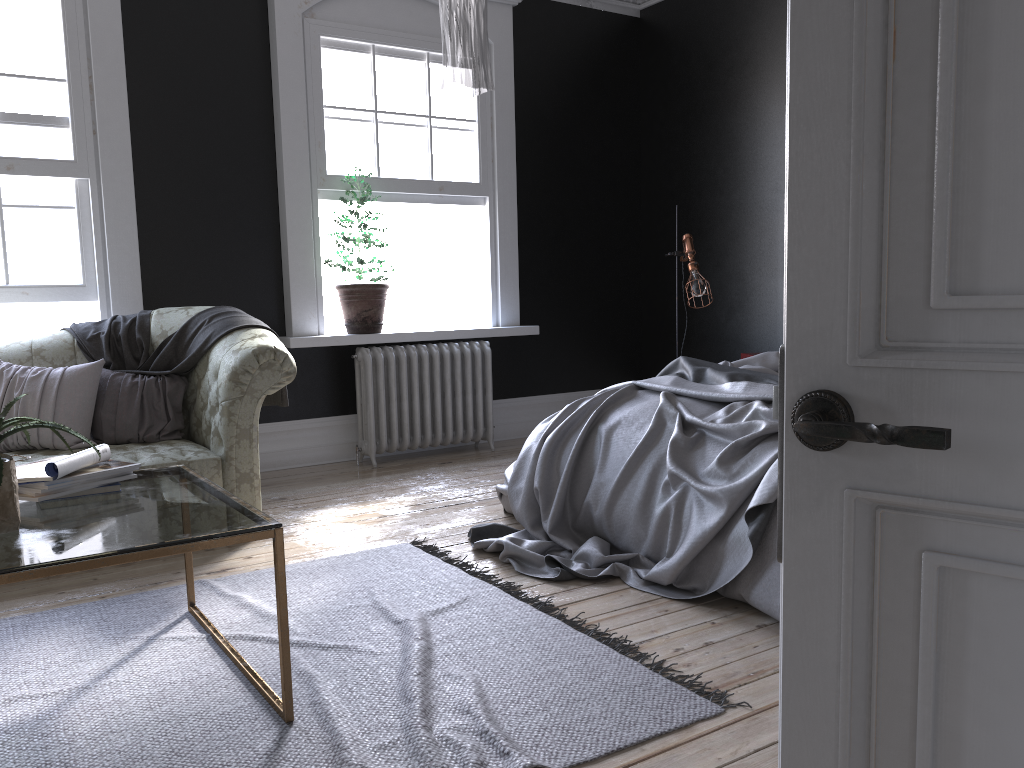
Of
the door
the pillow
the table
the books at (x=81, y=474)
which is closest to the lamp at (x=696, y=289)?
the pillow

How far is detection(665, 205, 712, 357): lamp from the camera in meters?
6.1

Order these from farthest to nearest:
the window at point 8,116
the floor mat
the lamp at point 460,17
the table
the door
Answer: the window at point 8,116, the lamp at point 460,17, the floor mat, the table, the door

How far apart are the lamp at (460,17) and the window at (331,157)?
3.1m

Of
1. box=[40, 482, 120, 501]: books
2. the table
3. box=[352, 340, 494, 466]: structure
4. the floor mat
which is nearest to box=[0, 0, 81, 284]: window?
box=[352, 340, 494, 466]: structure

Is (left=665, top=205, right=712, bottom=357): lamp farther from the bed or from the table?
the table

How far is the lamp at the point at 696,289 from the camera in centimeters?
612cm

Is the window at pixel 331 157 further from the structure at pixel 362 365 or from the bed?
the bed

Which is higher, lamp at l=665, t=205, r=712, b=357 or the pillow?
lamp at l=665, t=205, r=712, b=357

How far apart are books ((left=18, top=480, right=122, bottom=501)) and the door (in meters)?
2.27
